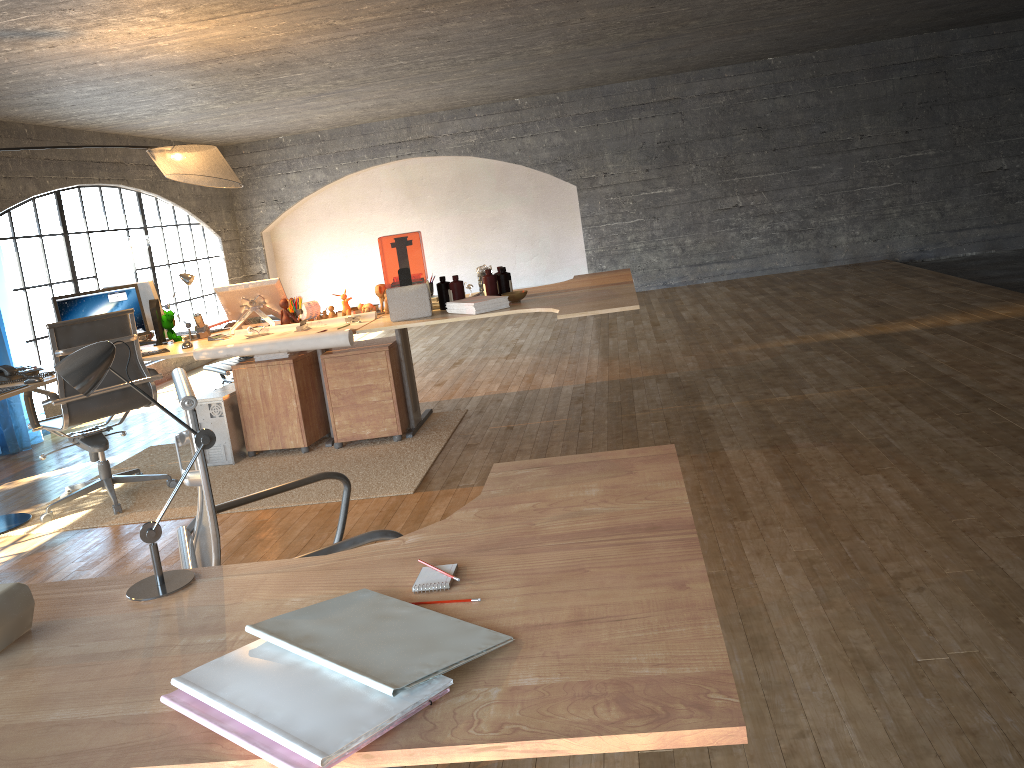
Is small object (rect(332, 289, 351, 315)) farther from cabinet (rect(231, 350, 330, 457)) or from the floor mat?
the floor mat

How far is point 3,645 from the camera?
1.3m

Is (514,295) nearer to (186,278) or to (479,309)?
(479,309)

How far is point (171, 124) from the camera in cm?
846

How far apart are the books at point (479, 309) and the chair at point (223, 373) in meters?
1.8 m

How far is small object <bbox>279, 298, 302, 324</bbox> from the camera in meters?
5.2 m

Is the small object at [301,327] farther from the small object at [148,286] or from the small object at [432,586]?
the small object at [432,586]

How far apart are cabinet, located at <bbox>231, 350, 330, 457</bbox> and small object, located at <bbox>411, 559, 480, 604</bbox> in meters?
3.9 m

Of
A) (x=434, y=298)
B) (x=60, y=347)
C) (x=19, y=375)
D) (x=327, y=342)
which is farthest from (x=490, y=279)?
(x=19, y=375)

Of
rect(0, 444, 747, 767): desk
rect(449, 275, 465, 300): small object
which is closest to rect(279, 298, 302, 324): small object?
rect(449, 275, 465, 300): small object
